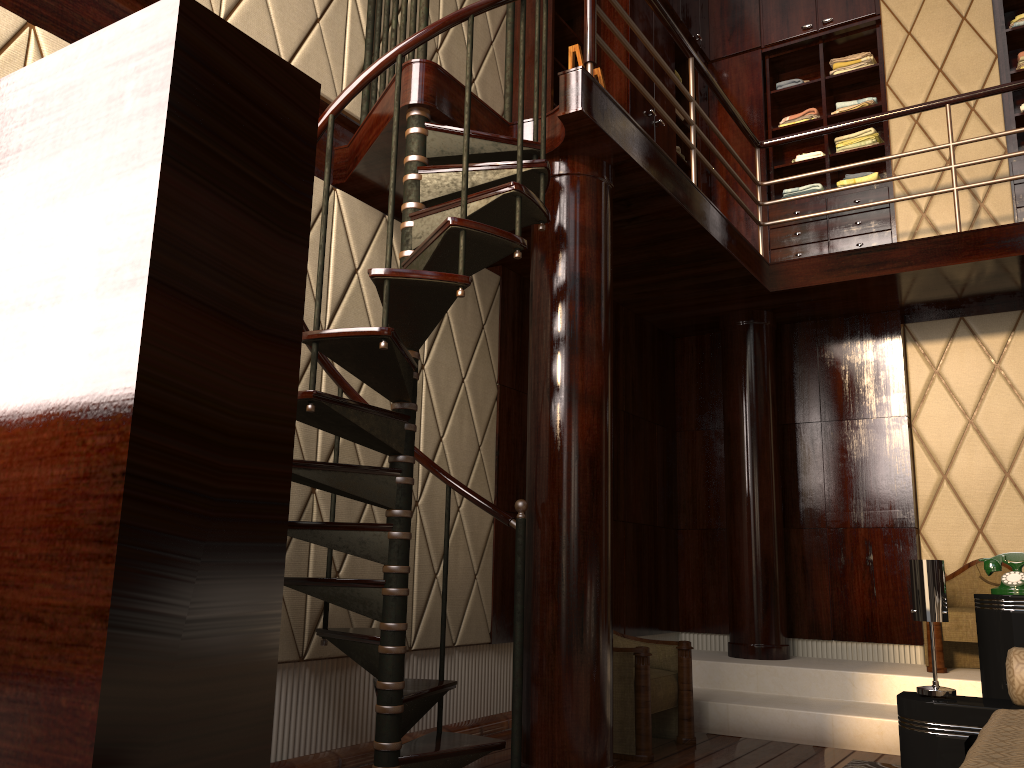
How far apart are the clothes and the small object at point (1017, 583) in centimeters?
332cm

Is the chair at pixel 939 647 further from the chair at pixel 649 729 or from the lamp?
the lamp

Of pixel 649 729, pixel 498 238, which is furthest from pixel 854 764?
pixel 498 238

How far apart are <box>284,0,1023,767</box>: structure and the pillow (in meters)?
1.42

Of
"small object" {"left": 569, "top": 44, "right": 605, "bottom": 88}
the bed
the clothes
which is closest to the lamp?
the bed

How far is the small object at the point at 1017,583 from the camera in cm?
268

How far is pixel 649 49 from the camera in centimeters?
369cm

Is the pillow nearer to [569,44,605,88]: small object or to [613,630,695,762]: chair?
[613,630,695,762]: chair

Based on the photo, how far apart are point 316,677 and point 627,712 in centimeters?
120cm

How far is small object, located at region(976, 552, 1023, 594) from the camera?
2.7 meters
